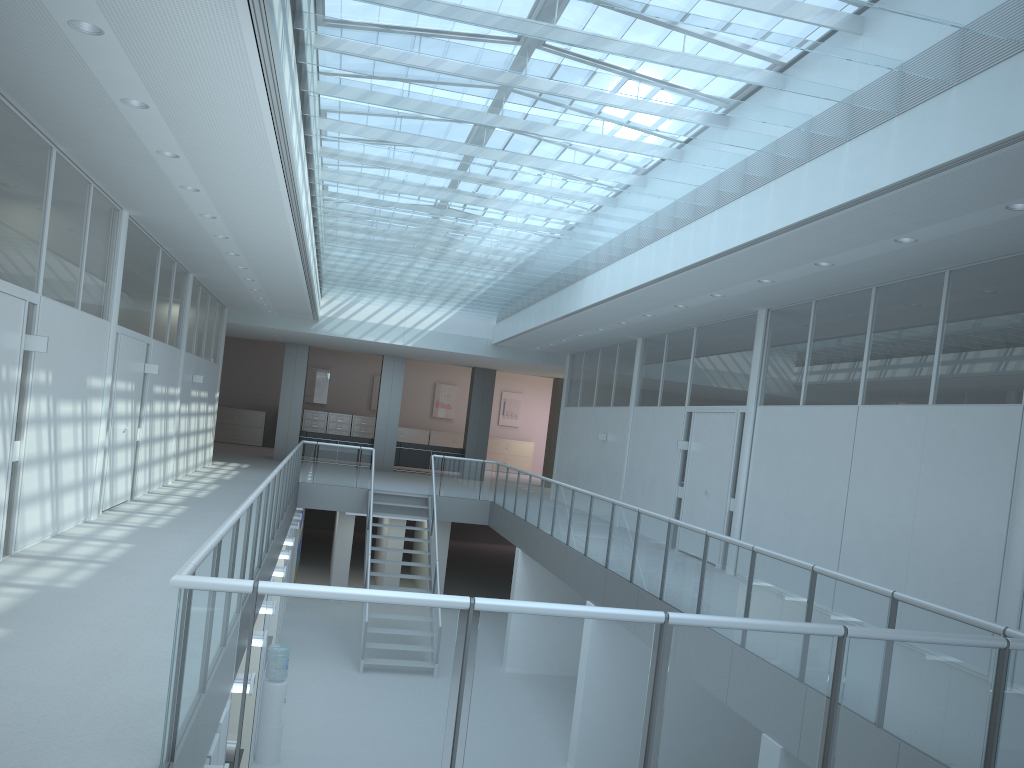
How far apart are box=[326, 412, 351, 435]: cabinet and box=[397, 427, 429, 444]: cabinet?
1.63m

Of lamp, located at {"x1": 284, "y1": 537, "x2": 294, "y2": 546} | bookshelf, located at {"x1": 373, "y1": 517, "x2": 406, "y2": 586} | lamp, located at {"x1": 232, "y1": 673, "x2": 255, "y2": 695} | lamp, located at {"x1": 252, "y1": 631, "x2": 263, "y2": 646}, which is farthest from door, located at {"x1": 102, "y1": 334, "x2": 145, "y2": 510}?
bookshelf, located at {"x1": 373, "y1": 517, "x2": 406, "y2": 586}

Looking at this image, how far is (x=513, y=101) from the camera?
5.87m

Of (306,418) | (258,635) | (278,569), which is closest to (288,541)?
(278,569)

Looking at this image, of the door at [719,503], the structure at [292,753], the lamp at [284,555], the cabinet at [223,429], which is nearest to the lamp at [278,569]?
the structure at [292,753]

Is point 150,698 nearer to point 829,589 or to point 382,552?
point 829,589

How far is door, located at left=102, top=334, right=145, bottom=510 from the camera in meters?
9.3 m

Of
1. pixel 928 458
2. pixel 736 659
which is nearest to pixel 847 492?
pixel 928 458

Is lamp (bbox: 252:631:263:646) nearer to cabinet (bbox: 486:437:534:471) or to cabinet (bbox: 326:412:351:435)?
cabinet (bbox: 326:412:351:435)

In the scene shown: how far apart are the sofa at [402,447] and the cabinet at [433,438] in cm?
481
